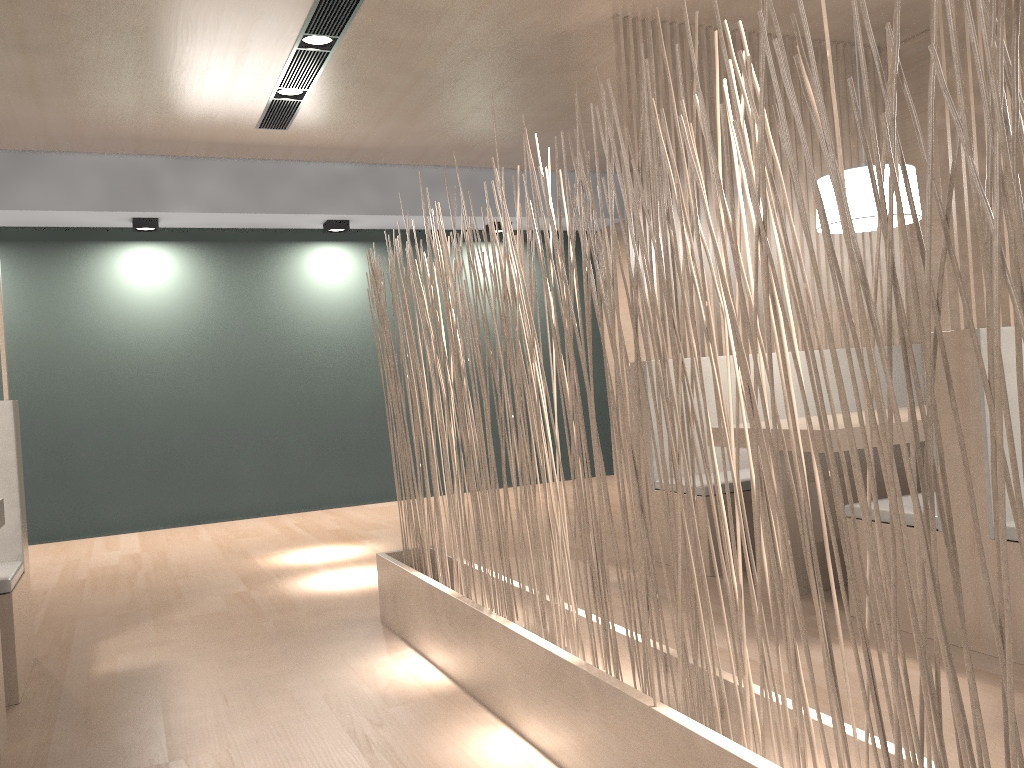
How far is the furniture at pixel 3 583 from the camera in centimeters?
168cm

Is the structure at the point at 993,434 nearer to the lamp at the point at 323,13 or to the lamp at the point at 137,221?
the lamp at the point at 323,13

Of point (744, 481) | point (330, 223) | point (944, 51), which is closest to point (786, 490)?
point (744, 481)

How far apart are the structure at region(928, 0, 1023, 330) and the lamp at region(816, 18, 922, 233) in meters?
0.5 m

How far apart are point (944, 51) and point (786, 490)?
1.0 meters

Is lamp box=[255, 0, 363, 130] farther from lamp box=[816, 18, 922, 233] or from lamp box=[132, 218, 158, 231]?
lamp box=[816, 18, 922, 233]

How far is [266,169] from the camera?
3.9m

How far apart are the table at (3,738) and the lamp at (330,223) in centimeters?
292cm

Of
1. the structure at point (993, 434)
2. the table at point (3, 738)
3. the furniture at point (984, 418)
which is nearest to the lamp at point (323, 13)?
the structure at point (993, 434)

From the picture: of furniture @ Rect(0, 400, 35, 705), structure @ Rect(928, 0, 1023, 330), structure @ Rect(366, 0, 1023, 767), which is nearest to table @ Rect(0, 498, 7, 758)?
furniture @ Rect(0, 400, 35, 705)
